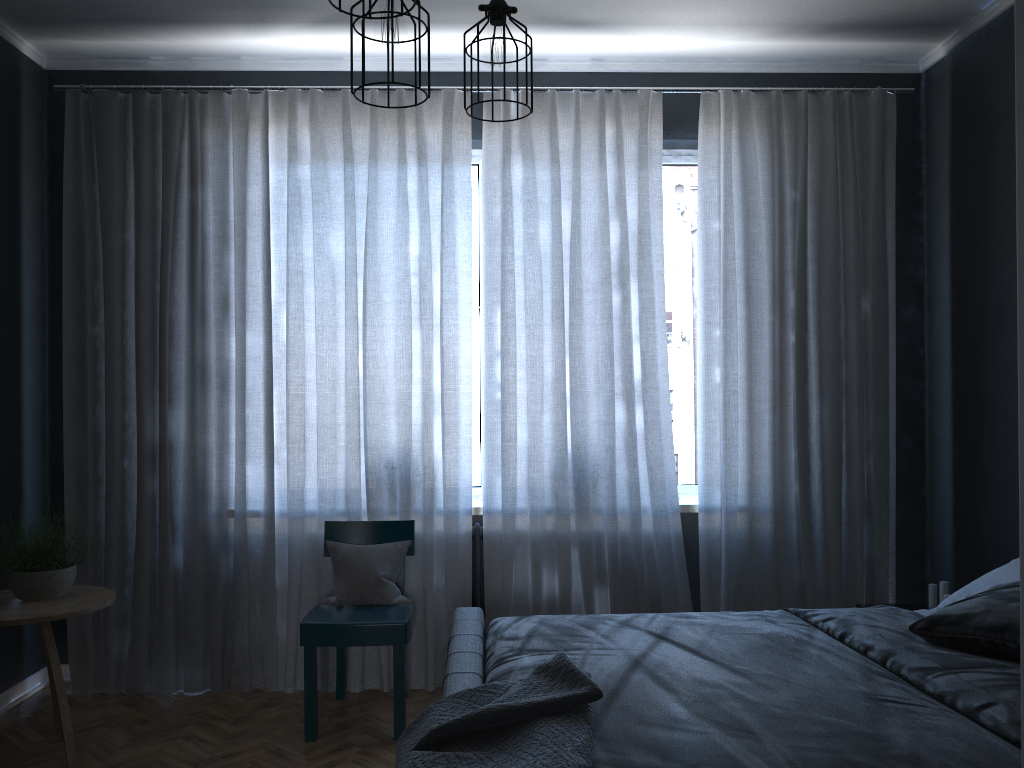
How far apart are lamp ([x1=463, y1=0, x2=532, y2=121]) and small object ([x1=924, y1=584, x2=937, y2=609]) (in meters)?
2.80

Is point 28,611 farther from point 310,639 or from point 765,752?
point 765,752

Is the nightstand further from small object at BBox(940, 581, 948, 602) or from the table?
the table

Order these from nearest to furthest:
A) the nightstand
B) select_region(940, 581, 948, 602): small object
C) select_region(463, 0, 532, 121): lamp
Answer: select_region(463, 0, 532, 121): lamp < select_region(940, 581, 948, 602): small object < the nightstand

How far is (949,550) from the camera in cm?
419

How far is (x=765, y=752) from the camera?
1.8 meters

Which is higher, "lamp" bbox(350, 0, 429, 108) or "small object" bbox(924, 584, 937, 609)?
"lamp" bbox(350, 0, 429, 108)

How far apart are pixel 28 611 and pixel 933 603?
3.57m

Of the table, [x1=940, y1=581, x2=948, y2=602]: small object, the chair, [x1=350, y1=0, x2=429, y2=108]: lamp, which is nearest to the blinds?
the chair

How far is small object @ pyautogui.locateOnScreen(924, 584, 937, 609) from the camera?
3.8 meters
